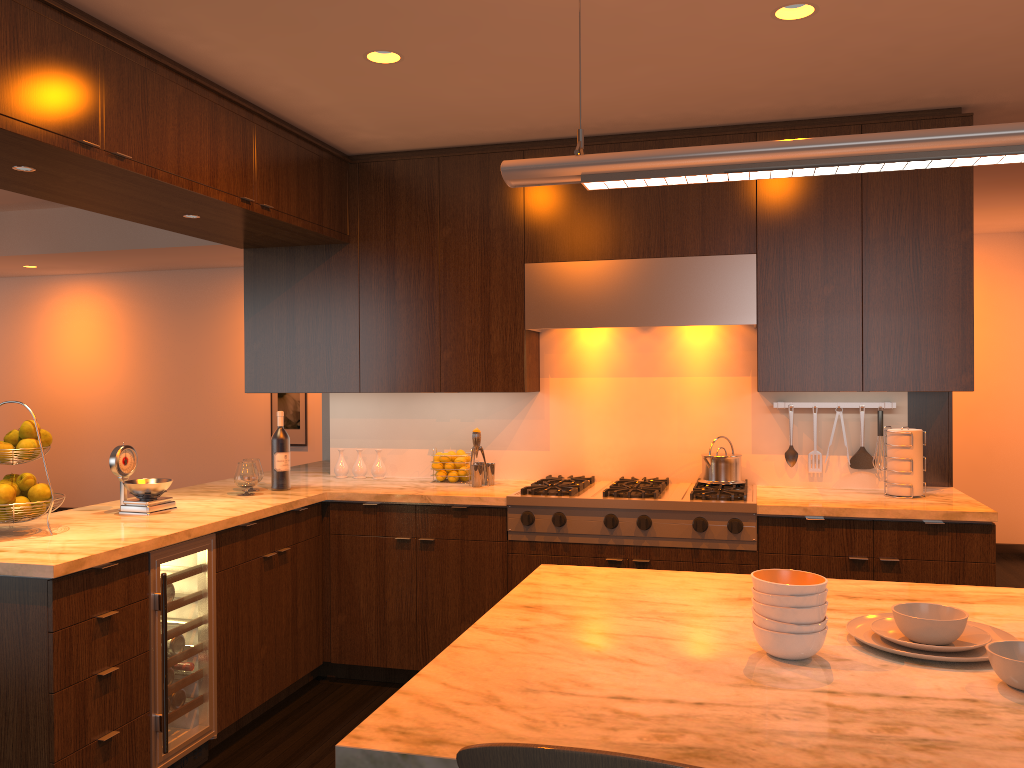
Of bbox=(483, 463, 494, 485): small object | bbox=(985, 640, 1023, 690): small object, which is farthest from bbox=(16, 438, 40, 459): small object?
bbox=(985, 640, 1023, 690): small object

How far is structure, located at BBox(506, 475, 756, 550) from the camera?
3.69m

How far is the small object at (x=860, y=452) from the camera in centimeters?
413cm

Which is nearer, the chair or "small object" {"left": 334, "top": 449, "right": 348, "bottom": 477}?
the chair

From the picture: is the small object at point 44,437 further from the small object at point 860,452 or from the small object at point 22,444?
the small object at point 860,452

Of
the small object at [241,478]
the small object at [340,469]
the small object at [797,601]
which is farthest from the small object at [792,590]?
the small object at [340,469]

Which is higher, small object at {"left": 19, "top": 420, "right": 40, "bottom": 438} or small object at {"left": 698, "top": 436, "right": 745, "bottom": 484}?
small object at {"left": 19, "top": 420, "right": 40, "bottom": 438}

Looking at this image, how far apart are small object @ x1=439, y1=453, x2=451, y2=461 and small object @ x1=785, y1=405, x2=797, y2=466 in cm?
166

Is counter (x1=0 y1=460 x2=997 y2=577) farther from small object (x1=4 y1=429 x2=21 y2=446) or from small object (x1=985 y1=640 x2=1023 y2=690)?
small object (x1=985 y1=640 x2=1023 y2=690)

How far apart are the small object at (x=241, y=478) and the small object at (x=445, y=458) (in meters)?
0.93
